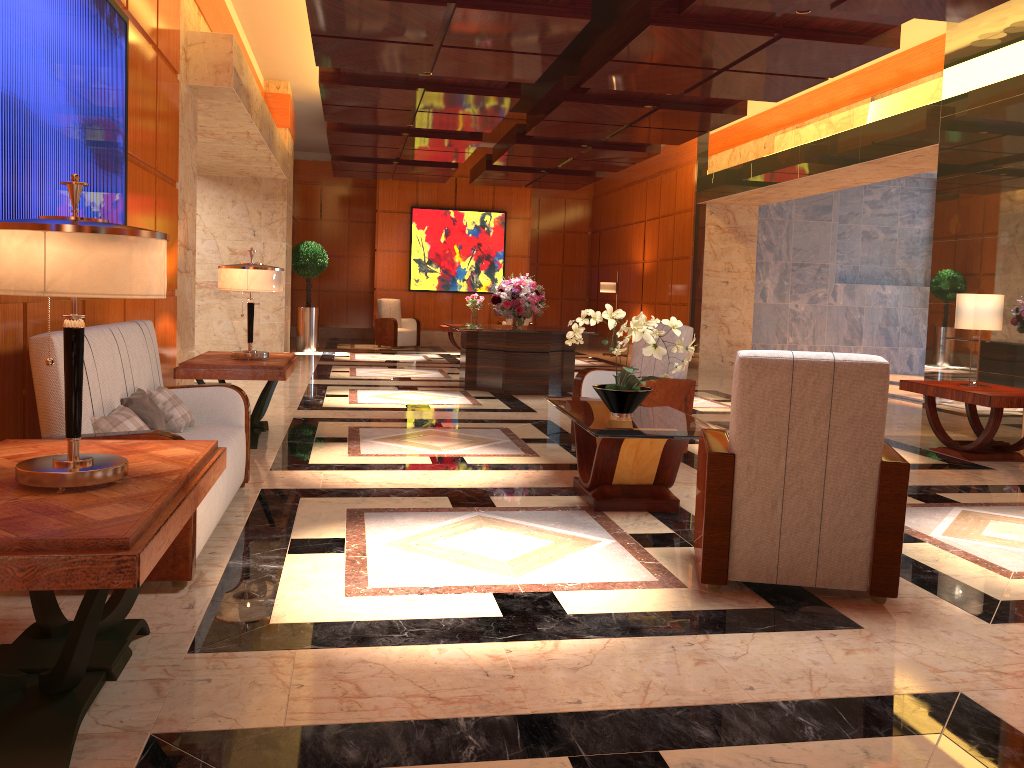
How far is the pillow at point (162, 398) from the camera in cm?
437

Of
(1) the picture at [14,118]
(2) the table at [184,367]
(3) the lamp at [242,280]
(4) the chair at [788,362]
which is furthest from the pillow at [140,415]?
(4) the chair at [788,362]

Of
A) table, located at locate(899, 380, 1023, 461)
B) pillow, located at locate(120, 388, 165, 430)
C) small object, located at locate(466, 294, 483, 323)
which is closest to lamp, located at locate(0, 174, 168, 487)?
pillow, located at locate(120, 388, 165, 430)

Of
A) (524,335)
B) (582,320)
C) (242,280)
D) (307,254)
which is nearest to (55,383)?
(582,320)

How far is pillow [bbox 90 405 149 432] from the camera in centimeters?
346cm

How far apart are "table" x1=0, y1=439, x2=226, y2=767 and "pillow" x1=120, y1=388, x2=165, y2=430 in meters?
1.0

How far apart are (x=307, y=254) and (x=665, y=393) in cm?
1041

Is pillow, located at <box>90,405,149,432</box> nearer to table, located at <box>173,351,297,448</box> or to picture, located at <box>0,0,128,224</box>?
picture, located at <box>0,0,128,224</box>

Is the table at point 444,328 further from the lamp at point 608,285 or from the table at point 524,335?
the table at point 524,335

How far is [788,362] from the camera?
3.27m
